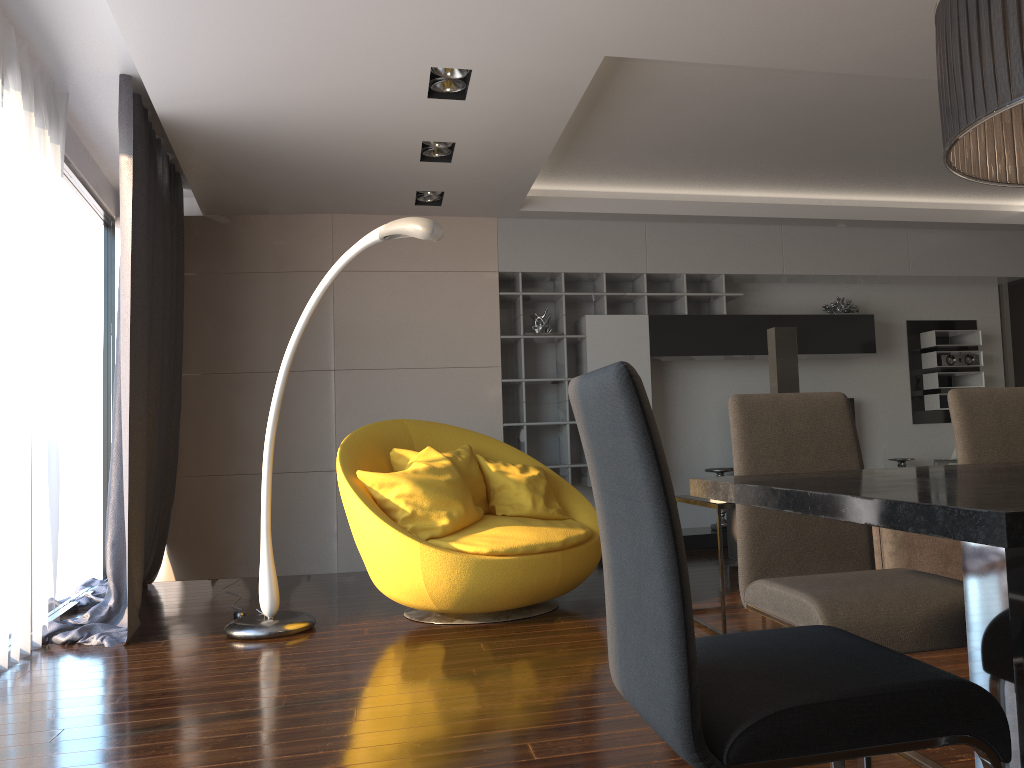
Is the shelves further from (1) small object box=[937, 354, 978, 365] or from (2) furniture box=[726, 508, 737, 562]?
(1) small object box=[937, 354, 978, 365]

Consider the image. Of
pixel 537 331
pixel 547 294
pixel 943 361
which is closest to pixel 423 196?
pixel 547 294

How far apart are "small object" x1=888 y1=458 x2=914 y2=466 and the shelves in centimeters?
191cm

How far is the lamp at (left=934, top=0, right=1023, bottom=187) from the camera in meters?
1.5

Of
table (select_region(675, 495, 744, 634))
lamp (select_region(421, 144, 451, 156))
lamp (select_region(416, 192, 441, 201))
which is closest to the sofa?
table (select_region(675, 495, 744, 634))

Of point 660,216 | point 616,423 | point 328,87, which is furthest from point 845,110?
point 616,423

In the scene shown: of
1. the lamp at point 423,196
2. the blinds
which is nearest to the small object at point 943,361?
the lamp at point 423,196

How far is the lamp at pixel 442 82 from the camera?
4.1m

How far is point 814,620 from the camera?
1.9m

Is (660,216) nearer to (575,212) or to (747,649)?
(575,212)
